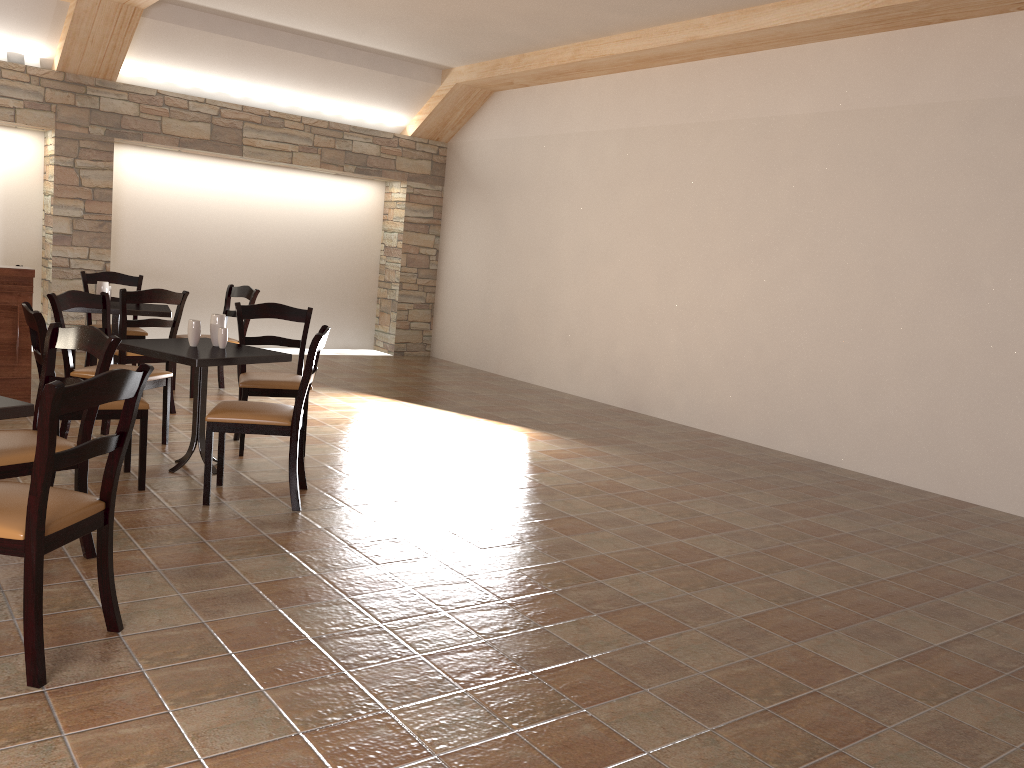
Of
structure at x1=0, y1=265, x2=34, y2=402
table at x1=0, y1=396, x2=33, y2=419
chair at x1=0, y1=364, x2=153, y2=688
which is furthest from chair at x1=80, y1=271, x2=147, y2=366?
chair at x1=0, y1=364, x2=153, y2=688

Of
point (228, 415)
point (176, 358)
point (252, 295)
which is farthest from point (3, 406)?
point (252, 295)

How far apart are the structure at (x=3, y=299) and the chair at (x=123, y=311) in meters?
0.5

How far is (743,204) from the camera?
7.0 meters

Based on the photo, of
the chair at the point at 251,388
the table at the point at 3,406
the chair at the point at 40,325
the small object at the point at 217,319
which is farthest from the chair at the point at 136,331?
the table at the point at 3,406

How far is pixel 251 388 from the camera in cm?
503

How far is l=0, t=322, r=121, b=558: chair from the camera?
3.07m

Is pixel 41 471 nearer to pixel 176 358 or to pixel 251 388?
pixel 176 358

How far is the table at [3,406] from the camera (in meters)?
2.80

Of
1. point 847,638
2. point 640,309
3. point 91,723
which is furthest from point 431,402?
point 91,723
